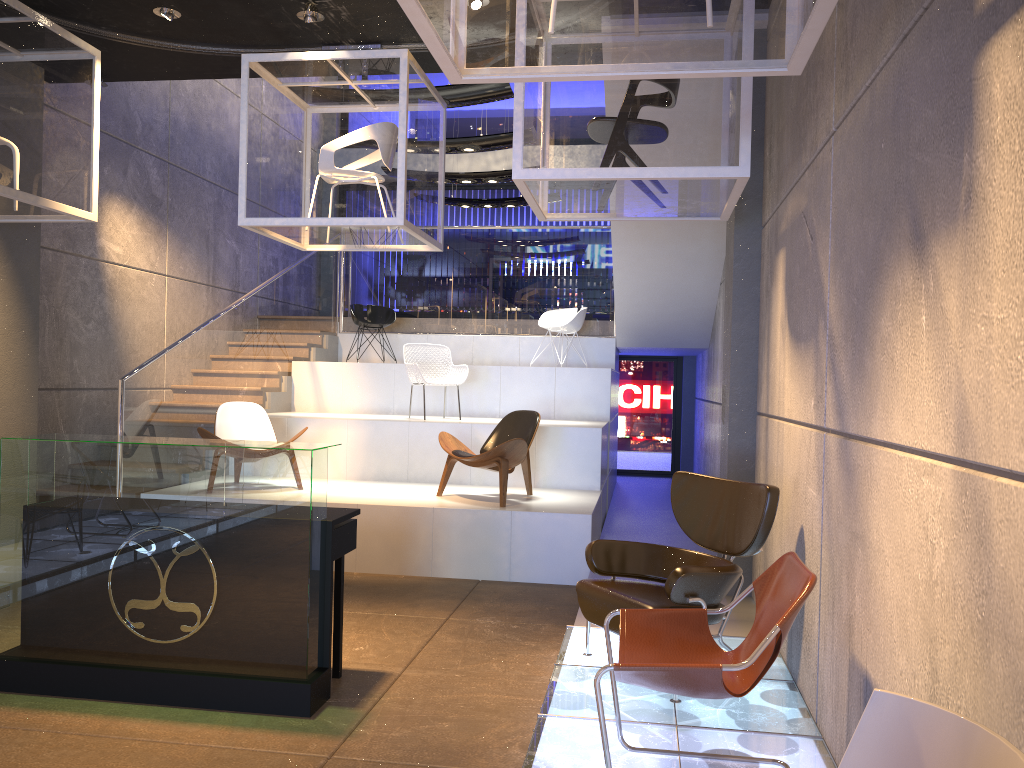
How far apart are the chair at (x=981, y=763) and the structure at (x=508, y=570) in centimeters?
522cm

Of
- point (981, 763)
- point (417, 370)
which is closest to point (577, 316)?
point (417, 370)

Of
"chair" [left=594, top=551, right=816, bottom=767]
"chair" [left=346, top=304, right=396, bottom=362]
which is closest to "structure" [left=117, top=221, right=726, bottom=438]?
"chair" [left=346, top=304, right=396, bottom=362]

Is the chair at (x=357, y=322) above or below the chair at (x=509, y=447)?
above

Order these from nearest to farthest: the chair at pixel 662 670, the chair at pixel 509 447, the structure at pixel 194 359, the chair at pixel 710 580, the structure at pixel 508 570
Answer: the chair at pixel 662 670 < the chair at pixel 710 580 < the structure at pixel 508 570 < the chair at pixel 509 447 < the structure at pixel 194 359

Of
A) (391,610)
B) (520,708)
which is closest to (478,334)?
(391,610)

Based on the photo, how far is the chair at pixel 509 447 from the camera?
7.08m

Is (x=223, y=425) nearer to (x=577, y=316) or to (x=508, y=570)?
(x=508, y=570)

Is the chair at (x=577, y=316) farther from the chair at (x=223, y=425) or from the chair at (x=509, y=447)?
the chair at (x=223, y=425)

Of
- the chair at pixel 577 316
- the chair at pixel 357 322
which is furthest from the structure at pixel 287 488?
the chair at pixel 357 322
